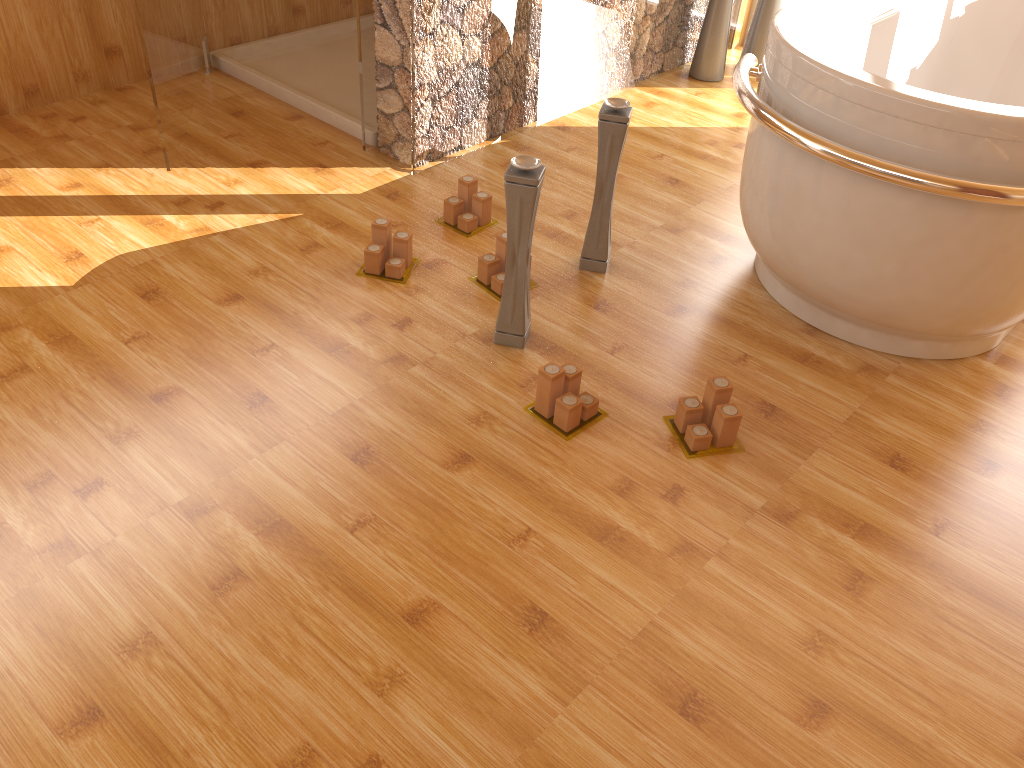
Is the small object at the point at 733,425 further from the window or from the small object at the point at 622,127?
the window

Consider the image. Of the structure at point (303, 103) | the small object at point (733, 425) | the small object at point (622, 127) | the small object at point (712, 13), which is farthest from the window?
the small object at point (733, 425)

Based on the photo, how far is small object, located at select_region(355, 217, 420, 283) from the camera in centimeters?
240cm

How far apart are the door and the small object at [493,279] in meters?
1.1

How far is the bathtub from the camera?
1.81m

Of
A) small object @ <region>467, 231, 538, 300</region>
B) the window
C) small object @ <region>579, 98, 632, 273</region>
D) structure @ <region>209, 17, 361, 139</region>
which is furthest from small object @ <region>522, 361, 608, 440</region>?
the window

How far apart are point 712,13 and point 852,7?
0.69m

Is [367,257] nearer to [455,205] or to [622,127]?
[455,205]

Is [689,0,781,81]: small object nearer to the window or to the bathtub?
the window

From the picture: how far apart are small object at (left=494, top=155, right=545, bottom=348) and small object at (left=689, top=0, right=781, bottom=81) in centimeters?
207cm
